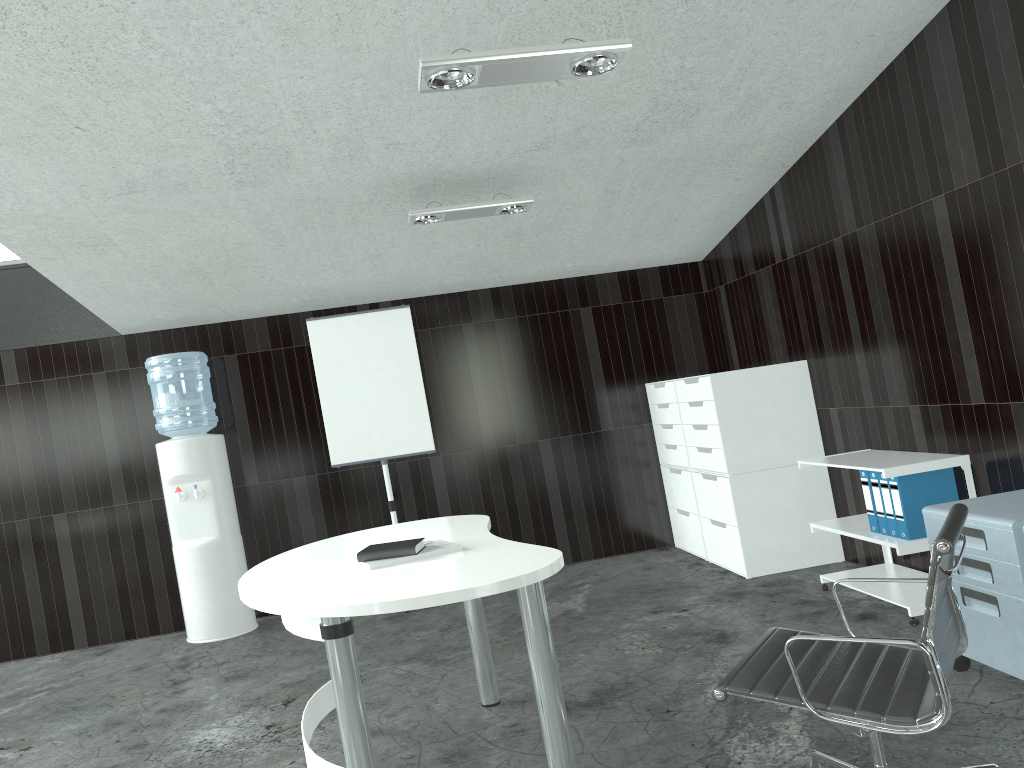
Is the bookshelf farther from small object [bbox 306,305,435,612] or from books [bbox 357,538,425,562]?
small object [bbox 306,305,435,612]

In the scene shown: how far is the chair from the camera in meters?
1.9

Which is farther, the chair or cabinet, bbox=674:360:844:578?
cabinet, bbox=674:360:844:578

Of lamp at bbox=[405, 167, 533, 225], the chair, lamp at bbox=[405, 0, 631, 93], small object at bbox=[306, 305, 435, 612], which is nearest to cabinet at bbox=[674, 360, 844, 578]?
lamp at bbox=[405, 167, 533, 225]

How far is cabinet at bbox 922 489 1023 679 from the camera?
2.76m

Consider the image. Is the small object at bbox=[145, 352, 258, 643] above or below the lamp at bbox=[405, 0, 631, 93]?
below

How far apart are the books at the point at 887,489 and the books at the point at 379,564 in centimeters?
210cm

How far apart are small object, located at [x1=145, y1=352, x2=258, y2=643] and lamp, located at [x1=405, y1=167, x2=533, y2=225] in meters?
2.0 m

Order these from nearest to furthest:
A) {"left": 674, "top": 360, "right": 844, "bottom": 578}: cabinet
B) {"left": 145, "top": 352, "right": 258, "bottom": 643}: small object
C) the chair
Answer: the chair → {"left": 674, "top": 360, "right": 844, "bottom": 578}: cabinet → {"left": 145, "top": 352, "right": 258, "bottom": 643}: small object

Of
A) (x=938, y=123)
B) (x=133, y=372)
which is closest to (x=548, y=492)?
(x=133, y=372)
